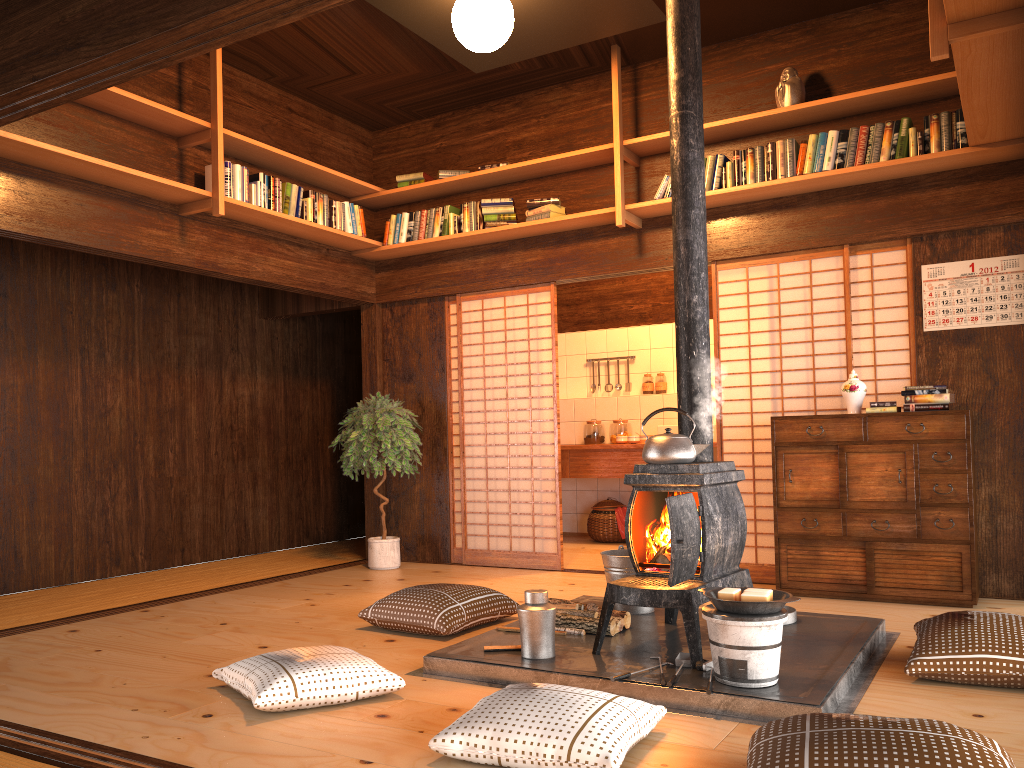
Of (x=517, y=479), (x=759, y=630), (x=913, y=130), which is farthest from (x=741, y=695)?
(x=517, y=479)

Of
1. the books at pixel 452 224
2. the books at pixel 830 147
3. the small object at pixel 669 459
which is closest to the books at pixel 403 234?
the books at pixel 452 224

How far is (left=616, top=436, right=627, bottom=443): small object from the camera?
7.72m

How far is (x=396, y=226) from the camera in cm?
657

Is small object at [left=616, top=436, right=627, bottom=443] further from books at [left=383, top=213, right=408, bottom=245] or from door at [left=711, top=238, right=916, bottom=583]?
books at [left=383, top=213, right=408, bottom=245]

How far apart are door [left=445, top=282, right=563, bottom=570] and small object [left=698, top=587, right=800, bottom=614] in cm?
301

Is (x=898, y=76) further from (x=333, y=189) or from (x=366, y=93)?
(x=333, y=189)

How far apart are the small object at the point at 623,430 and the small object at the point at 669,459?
A: 4.32m

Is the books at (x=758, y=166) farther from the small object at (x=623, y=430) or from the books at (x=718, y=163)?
the small object at (x=623, y=430)

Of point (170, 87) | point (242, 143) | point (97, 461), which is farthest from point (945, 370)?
point (97, 461)
